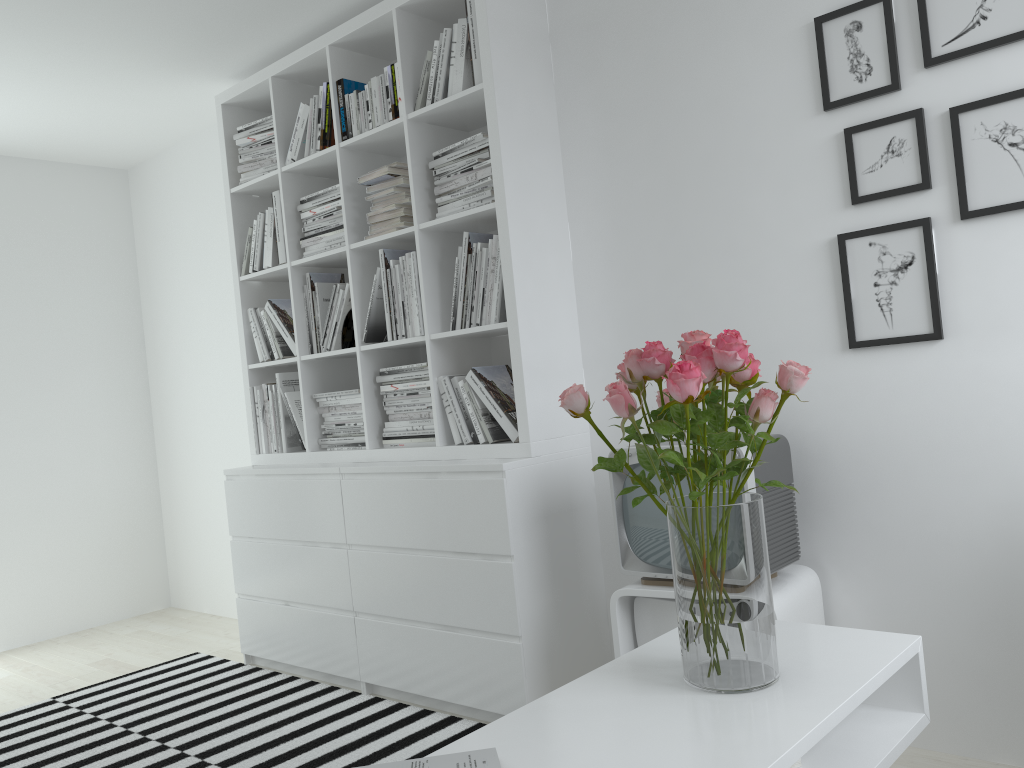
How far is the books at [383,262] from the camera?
3.2 meters

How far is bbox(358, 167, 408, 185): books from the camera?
3.1m

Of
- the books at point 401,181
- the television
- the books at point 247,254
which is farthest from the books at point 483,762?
the books at point 247,254

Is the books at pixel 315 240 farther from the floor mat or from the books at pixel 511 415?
the floor mat

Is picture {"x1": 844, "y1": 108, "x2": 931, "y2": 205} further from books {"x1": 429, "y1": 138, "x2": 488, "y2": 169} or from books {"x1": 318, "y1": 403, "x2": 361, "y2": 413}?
books {"x1": 318, "y1": 403, "x2": 361, "y2": 413}

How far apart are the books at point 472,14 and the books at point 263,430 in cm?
168

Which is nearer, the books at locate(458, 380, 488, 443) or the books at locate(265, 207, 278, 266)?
the books at locate(458, 380, 488, 443)

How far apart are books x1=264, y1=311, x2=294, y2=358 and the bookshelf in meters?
0.0

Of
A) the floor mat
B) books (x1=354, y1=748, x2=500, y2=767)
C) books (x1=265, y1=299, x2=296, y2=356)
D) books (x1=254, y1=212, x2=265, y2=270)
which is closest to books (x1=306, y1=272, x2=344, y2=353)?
books (x1=265, y1=299, x2=296, y2=356)

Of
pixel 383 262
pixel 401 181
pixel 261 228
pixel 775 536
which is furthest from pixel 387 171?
pixel 775 536
